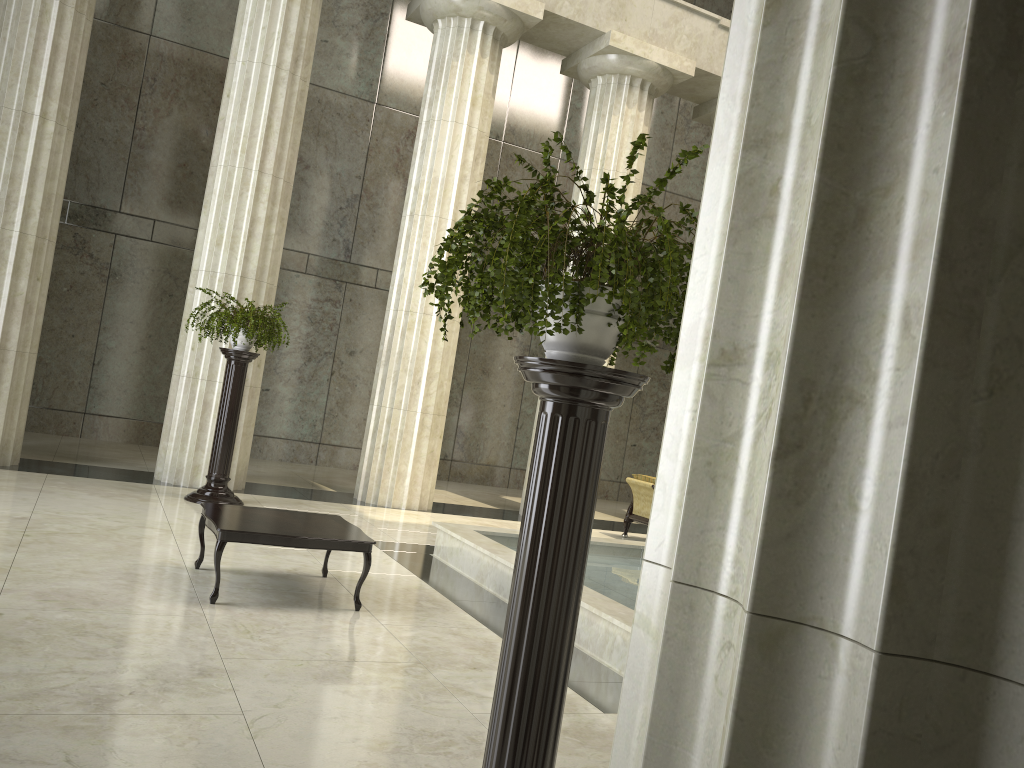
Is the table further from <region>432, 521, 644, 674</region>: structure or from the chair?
the chair

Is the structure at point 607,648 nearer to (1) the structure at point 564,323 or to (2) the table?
(2) the table

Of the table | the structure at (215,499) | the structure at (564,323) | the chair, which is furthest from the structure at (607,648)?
the structure at (564,323)

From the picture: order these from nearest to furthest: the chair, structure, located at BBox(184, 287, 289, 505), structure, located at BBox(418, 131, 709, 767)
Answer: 1. structure, located at BBox(418, 131, 709, 767)
2. structure, located at BBox(184, 287, 289, 505)
3. the chair

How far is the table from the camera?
5.8 meters

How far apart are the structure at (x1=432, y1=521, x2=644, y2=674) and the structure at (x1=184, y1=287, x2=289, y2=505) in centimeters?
260cm

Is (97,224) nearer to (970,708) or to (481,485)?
(481,485)

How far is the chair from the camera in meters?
12.1

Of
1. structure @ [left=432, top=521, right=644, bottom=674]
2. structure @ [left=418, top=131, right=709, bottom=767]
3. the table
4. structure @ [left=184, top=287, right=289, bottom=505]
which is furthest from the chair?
structure @ [left=418, top=131, right=709, bottom=767]

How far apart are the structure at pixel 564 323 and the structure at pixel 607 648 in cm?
284
